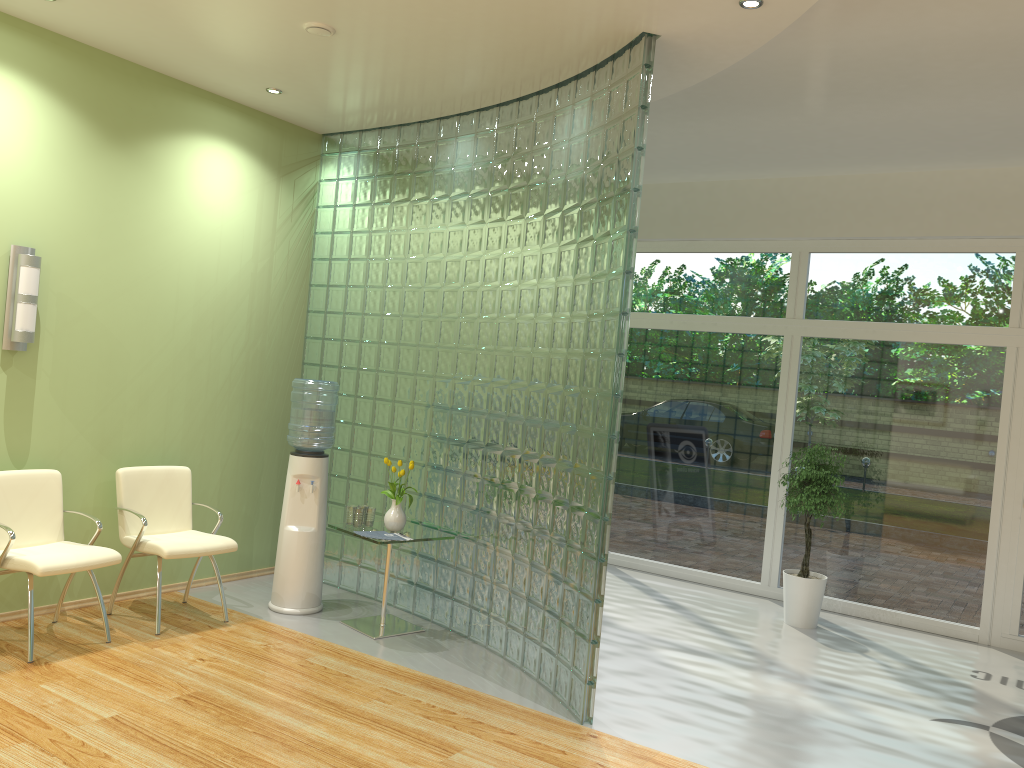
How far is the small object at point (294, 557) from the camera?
5.7m

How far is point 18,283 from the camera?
4.8m

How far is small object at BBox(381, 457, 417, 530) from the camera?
5.5m

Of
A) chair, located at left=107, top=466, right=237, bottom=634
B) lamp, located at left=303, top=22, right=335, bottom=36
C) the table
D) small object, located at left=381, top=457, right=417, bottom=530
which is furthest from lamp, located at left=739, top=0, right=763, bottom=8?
chair, located at left=107, top=466, right=237, bottom=634

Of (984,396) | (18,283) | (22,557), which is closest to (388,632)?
(22,557)

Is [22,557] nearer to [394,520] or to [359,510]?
[359,510]

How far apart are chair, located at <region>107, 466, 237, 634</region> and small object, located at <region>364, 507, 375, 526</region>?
0.81m

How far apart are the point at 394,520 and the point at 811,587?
3.1m

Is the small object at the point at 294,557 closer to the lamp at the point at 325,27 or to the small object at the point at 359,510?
the small object at the point at 359,510

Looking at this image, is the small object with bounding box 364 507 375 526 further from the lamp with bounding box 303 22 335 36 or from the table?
the lamp with bounding box 303 22 335 36
